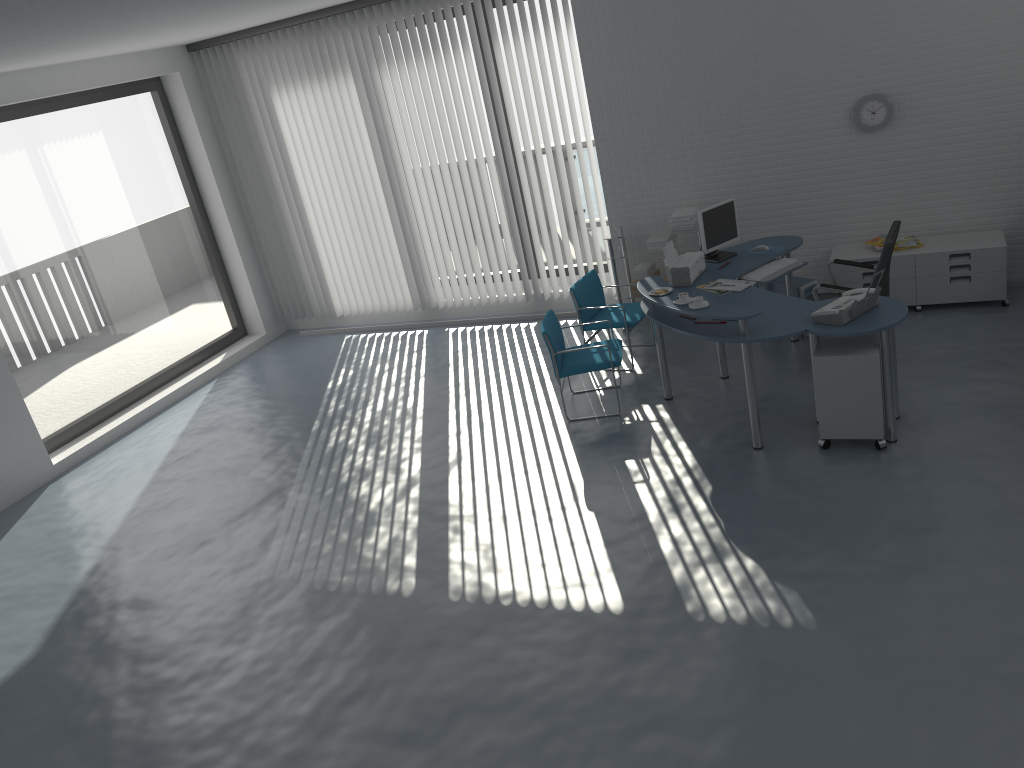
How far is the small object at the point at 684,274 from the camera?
6.2 meters

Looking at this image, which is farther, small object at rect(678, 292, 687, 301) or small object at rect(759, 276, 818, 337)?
small object at rect(759, 276, 818, 337)

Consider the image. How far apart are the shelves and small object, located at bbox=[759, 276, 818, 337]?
0.8m

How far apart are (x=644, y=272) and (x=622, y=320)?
0.9m

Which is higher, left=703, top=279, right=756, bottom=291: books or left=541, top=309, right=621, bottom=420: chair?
left=703, top=279, right=756, bottom=291: books

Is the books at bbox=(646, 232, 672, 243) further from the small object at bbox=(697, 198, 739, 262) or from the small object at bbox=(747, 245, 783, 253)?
the small object at bbox=(747, 245, 783, 253)

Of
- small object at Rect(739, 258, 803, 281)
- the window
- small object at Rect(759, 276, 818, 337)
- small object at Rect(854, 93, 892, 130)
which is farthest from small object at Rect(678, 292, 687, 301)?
the window

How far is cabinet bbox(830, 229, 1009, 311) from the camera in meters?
6.6

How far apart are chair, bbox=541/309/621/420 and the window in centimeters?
457cm

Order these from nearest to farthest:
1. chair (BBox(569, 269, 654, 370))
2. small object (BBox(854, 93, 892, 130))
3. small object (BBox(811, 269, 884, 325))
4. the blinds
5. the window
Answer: small object (BBox(811, 269, 884, 325)), small object (BBox(854, 93, 892, 130)), chair (BBox(569, 269, 654, 370)), the window, the blinds
